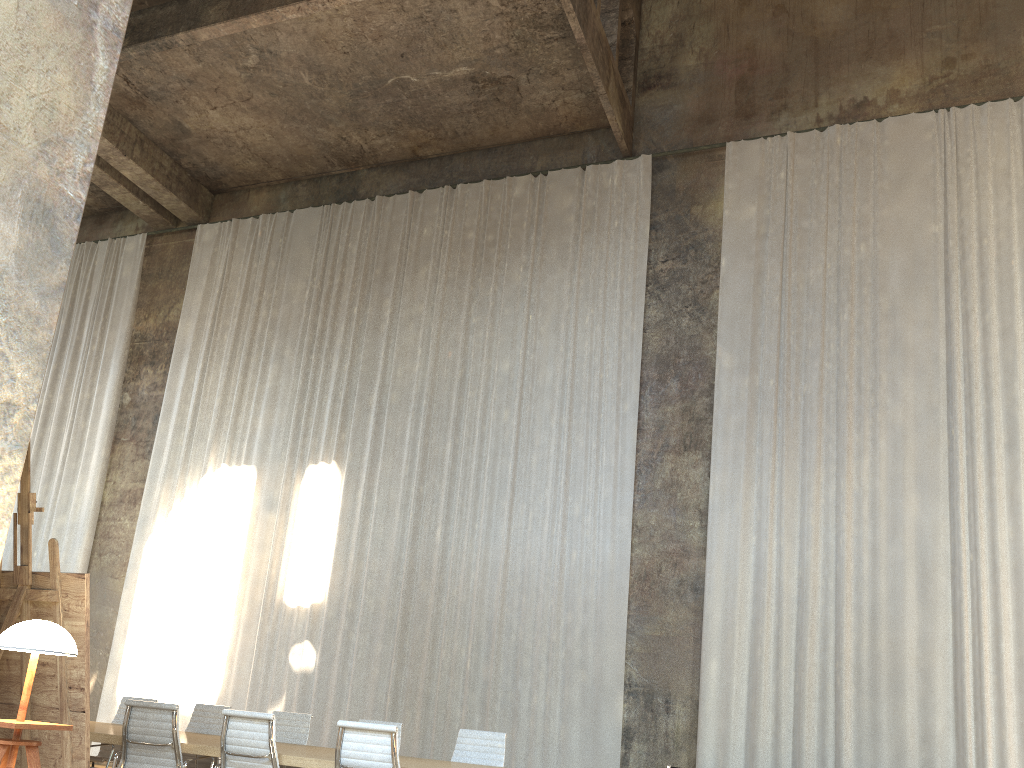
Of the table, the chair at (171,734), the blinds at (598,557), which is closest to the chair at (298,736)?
the table

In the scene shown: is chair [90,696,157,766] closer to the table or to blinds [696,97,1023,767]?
the table

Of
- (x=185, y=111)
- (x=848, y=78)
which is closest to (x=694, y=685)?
(x=848, y=78)

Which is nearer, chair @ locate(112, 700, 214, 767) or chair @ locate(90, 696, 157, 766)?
chair @ locate(112, 700, 214, 767)

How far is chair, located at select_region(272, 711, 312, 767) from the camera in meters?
7.5 m

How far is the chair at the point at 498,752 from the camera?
6.80m

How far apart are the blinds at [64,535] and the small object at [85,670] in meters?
10.9

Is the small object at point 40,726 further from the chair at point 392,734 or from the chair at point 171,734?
the chair at point 171,734

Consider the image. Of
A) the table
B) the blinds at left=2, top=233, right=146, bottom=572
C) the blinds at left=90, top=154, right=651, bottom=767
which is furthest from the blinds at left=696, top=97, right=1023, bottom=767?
the blinds at left=2, top=233, right=146, bottom=572

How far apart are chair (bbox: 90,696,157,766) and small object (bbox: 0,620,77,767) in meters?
5.6
